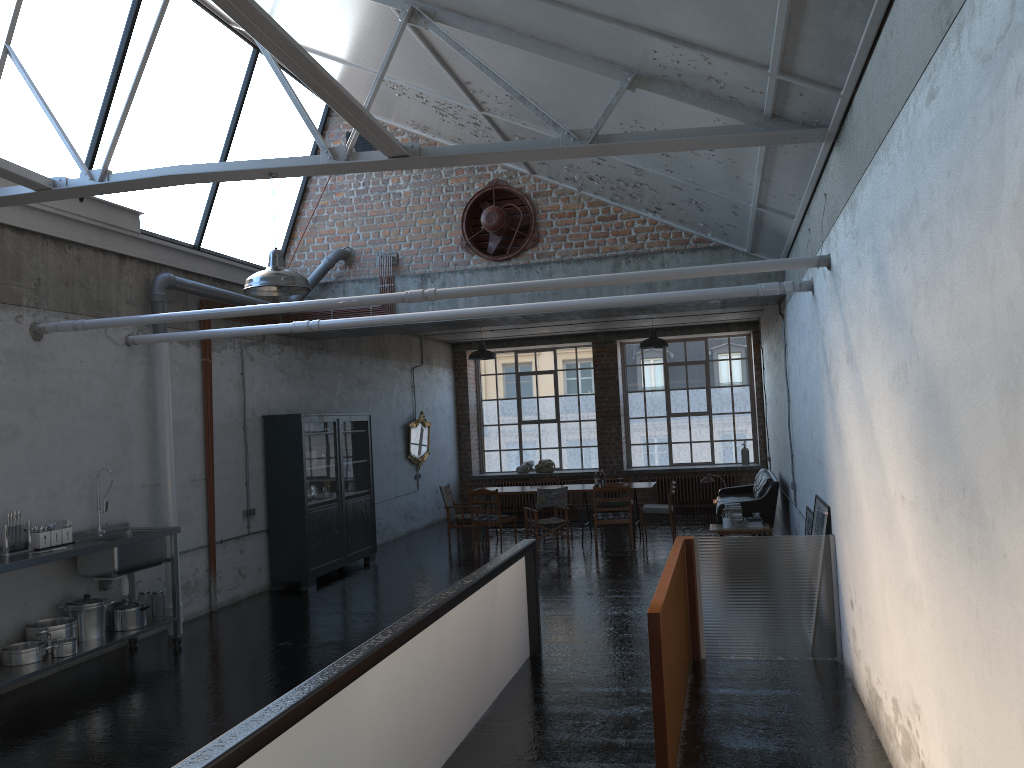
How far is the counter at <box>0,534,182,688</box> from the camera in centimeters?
688cm

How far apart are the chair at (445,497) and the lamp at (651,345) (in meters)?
4.14

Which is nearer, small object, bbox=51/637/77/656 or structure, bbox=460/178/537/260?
small object, bbox=51/637/77/656

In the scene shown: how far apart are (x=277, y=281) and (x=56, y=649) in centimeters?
375cm

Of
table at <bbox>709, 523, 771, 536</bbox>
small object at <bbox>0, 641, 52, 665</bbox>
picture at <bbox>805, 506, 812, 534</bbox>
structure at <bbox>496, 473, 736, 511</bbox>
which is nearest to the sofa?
table at <bbox>709, 523, 771, 536</bbox>

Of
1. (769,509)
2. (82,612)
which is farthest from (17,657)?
(769,509)

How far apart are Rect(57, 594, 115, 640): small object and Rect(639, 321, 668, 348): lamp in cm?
910

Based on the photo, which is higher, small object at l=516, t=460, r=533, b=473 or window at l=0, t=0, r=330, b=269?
window at l=0, t=0, r=330, b=269

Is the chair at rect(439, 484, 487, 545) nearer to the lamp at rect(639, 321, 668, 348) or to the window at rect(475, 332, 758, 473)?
the lamp at rect(639, 321, 668, 348)

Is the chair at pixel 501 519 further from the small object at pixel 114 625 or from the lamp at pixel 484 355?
the small object at pixel 114 625
